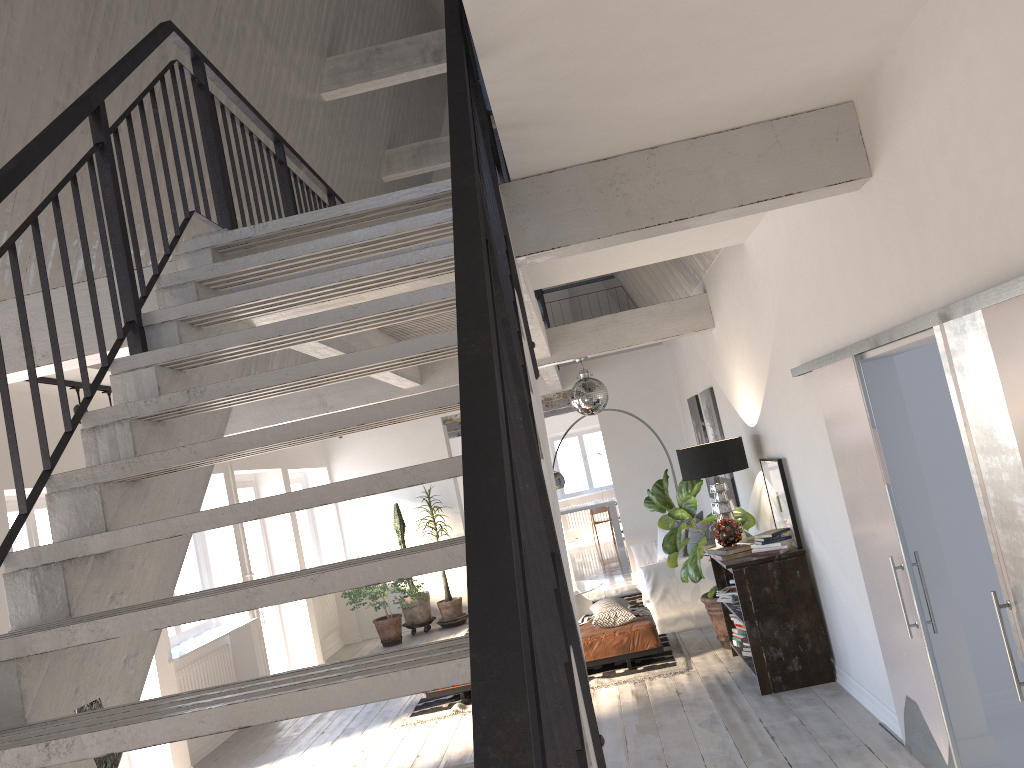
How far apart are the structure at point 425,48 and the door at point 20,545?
4.6m

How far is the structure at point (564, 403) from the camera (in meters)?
14.10

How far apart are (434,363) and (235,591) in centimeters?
604cm

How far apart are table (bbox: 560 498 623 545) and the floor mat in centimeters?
586cm

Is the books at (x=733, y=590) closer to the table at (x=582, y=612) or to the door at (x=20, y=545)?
the table at (x=582, y=612)

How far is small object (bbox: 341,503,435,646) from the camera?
10.91m

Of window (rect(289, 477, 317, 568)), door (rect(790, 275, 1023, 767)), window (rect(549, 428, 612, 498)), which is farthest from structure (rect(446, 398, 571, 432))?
door (rect(790, 275, 1023, 767))

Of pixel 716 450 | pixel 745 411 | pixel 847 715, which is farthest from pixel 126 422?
pixel 745 411

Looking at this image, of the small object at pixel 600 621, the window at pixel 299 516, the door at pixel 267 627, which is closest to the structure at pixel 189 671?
the door at pixel 267 627

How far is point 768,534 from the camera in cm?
604
